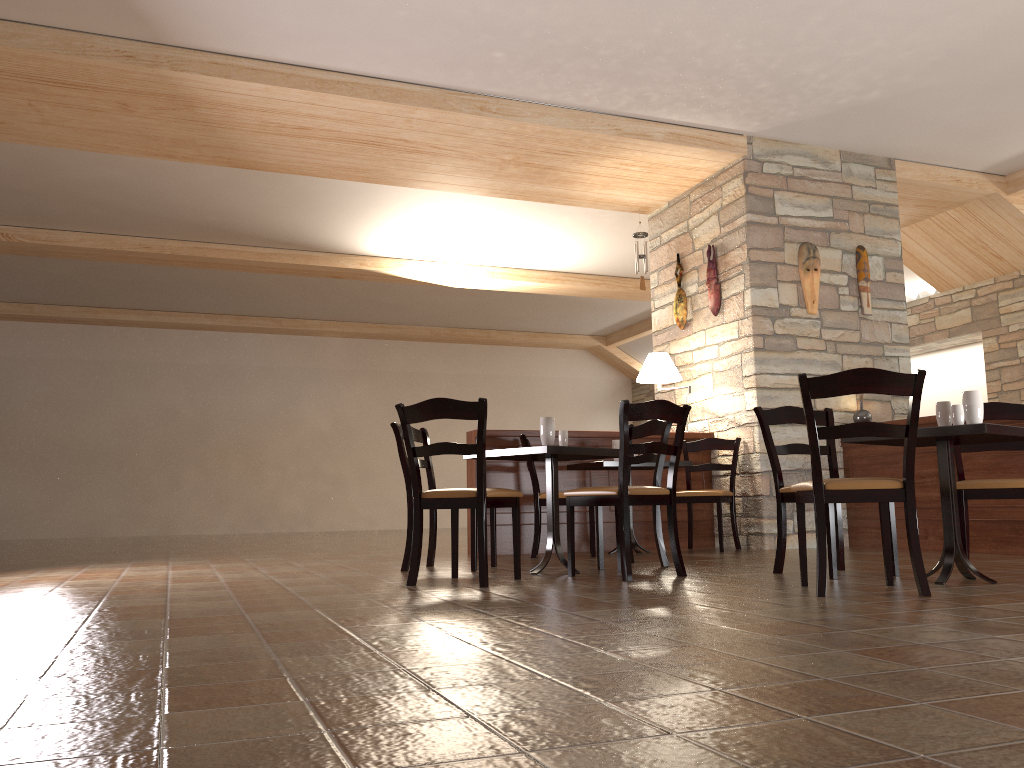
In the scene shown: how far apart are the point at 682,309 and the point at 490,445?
2.2m

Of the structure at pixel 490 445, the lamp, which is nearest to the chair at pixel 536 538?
the structure at pixel 490 445

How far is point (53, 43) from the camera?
5.22m

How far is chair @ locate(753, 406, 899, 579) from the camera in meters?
4.1 m

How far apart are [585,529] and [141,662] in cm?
484

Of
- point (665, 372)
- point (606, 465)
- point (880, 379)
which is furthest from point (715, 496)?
point (880, 379)

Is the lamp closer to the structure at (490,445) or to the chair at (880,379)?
the structure at (490,445)

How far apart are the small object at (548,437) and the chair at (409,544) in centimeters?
62cm

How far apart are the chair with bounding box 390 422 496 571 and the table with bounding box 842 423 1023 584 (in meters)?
2.06

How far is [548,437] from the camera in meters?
4.7
